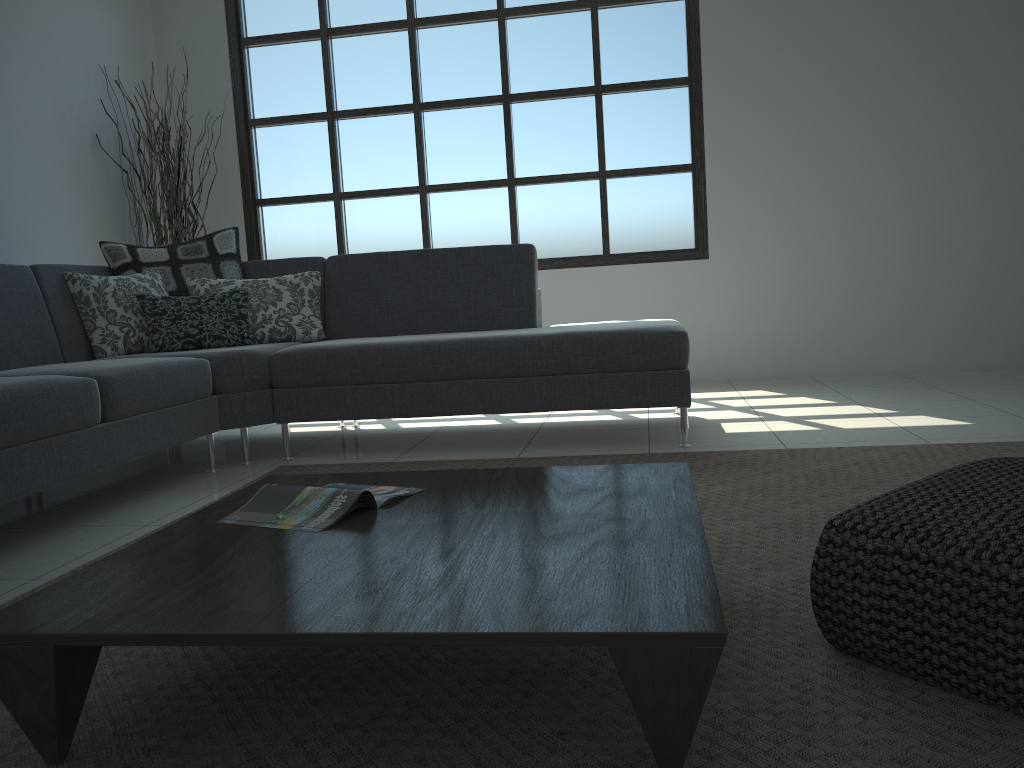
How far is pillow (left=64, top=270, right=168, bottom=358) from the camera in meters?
3.7 m

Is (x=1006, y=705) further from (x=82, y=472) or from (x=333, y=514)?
(x=82, y=472)

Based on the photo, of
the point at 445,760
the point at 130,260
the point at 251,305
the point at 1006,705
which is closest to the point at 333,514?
the point at 445,760

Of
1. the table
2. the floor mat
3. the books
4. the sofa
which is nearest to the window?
the sofa

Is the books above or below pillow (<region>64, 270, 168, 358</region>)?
below

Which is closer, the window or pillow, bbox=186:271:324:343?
pillow, bbox=186:271:324:343

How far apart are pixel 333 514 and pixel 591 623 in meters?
0.7

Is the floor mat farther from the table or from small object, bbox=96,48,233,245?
small object, bbox=96,48,233,245

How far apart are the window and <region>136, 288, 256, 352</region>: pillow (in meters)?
2.01

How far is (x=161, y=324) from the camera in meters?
3.8
